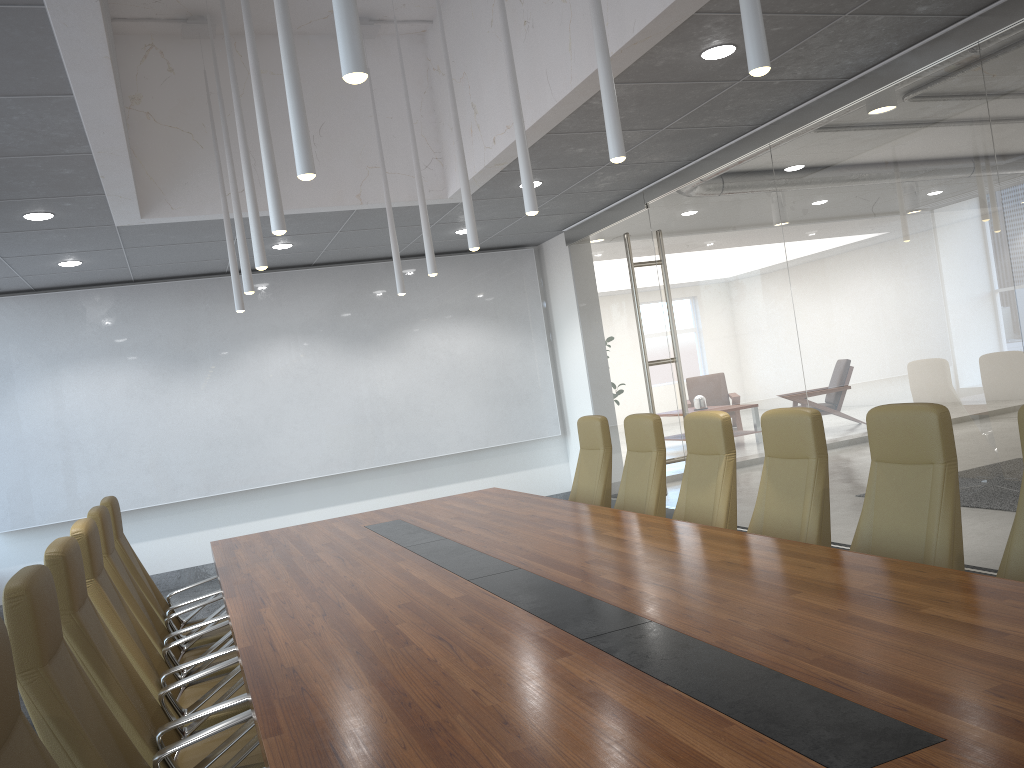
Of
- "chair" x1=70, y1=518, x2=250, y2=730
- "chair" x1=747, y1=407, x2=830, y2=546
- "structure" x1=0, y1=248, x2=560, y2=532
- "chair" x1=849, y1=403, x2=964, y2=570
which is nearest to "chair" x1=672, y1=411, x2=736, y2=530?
"chair" x1=747, y1=407, x2=830, y2=546

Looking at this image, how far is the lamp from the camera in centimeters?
239cm

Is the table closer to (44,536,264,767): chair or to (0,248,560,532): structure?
(44,536,264,767): chair

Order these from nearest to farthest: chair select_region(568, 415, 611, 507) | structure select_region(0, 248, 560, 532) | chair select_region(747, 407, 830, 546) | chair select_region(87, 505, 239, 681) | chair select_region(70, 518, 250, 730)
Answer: chair select_region(70, 518, 250, 730), chair select_region(747, 407, 830, 546), chair select_region(87, 505, 239, 681), chair select_region(568, 415, 611, 507), structure select_region(0, 248, 560, 532)

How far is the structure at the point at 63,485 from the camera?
9.5 meters

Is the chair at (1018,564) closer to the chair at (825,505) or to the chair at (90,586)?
the chair at (825,505)

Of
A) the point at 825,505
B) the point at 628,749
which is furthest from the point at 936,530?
the point at 628,749

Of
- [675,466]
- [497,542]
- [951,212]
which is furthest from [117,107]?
[675,466]

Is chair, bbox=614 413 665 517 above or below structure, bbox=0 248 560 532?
below

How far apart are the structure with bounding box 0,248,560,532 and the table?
3.7m
